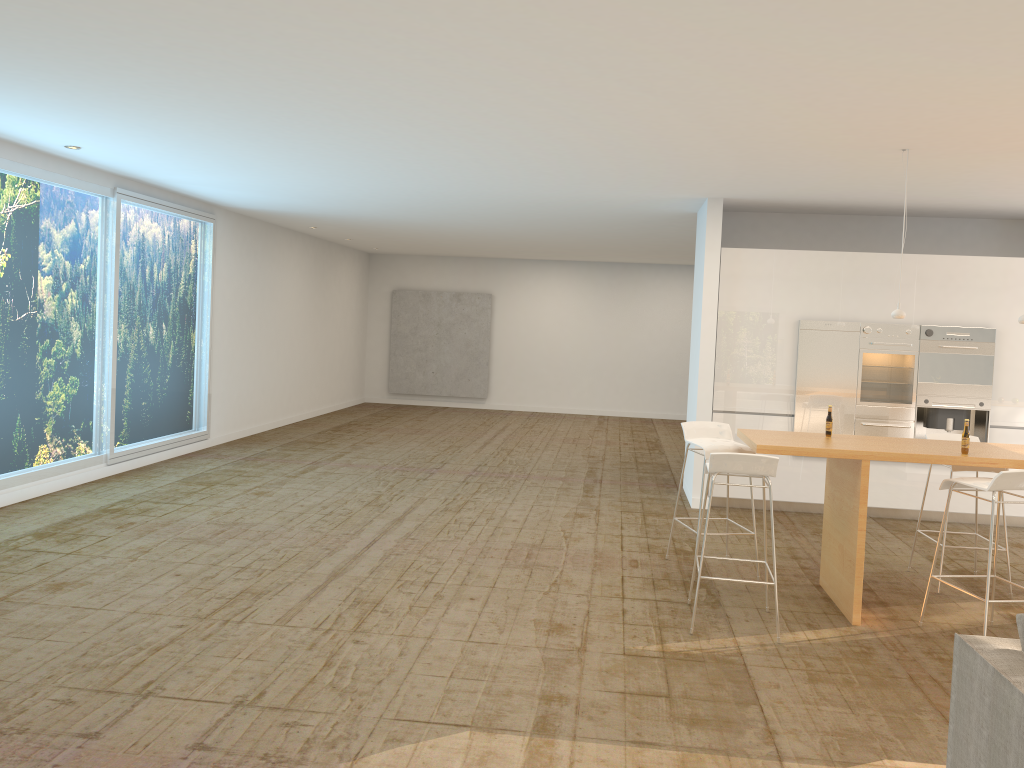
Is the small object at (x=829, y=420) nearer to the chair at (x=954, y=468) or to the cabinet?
the chair at (x=954, y=468)

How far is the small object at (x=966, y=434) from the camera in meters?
5.3

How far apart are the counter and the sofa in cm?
221

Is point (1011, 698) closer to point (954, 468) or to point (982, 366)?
point (954, 468)

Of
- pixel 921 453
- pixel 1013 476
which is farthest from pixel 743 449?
pixel 1013 476

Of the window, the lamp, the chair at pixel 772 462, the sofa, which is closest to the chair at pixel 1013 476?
the chair at pixel 772 462

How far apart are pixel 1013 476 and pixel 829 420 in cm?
129

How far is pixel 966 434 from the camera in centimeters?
528cm

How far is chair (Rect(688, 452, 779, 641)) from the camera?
4.9 meters

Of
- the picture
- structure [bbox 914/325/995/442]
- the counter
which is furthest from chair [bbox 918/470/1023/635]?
the picture
